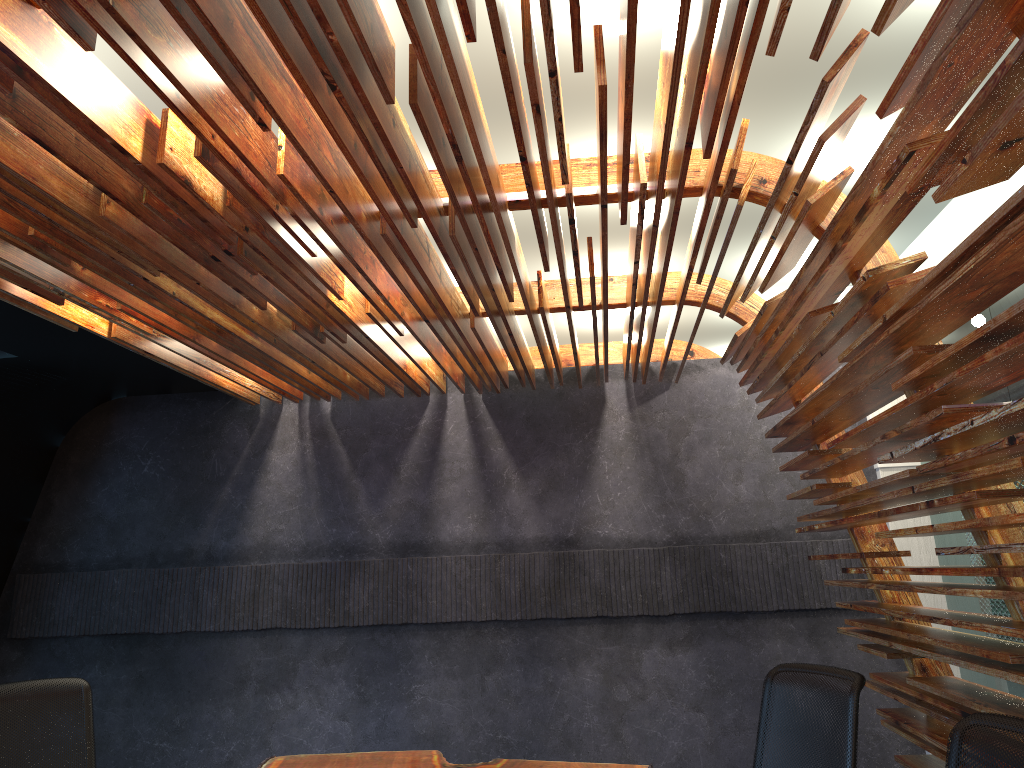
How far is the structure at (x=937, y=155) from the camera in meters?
2.2

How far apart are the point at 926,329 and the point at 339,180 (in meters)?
2.05

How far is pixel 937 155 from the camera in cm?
218

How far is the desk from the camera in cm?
419

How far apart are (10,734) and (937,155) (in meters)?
4.44

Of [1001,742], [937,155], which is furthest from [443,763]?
[937,155]

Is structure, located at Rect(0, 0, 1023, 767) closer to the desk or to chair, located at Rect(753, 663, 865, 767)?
chair, located at Rect(753, 663, 865, 767)

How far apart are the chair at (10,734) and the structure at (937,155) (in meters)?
1.78

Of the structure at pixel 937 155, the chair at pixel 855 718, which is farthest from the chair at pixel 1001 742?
the chair at pixel 855 718

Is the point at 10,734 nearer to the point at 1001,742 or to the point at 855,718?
the point at 855,718
